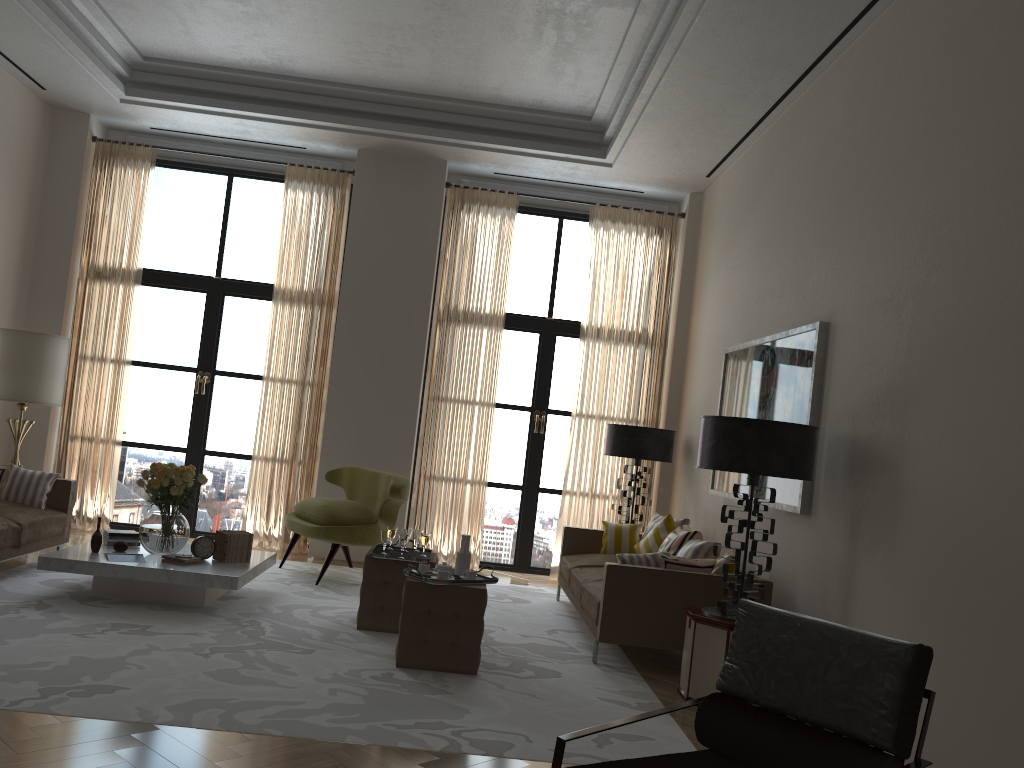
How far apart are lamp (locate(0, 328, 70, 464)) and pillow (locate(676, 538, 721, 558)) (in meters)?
6.83

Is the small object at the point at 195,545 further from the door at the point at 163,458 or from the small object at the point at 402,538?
the door at the point at 163,458

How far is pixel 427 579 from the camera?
6.2m

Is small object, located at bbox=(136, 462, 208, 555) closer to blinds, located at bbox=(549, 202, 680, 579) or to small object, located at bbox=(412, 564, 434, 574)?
small object, located at bbox=(412, 564, 434, 574)

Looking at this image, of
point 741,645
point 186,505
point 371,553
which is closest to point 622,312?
point 371,553

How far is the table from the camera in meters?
7.0 m

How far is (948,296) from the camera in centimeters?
510cm

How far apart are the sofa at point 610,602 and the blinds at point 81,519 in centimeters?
561cm

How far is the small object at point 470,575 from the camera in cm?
648

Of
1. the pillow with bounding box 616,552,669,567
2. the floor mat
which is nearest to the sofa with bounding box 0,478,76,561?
the floor mat
